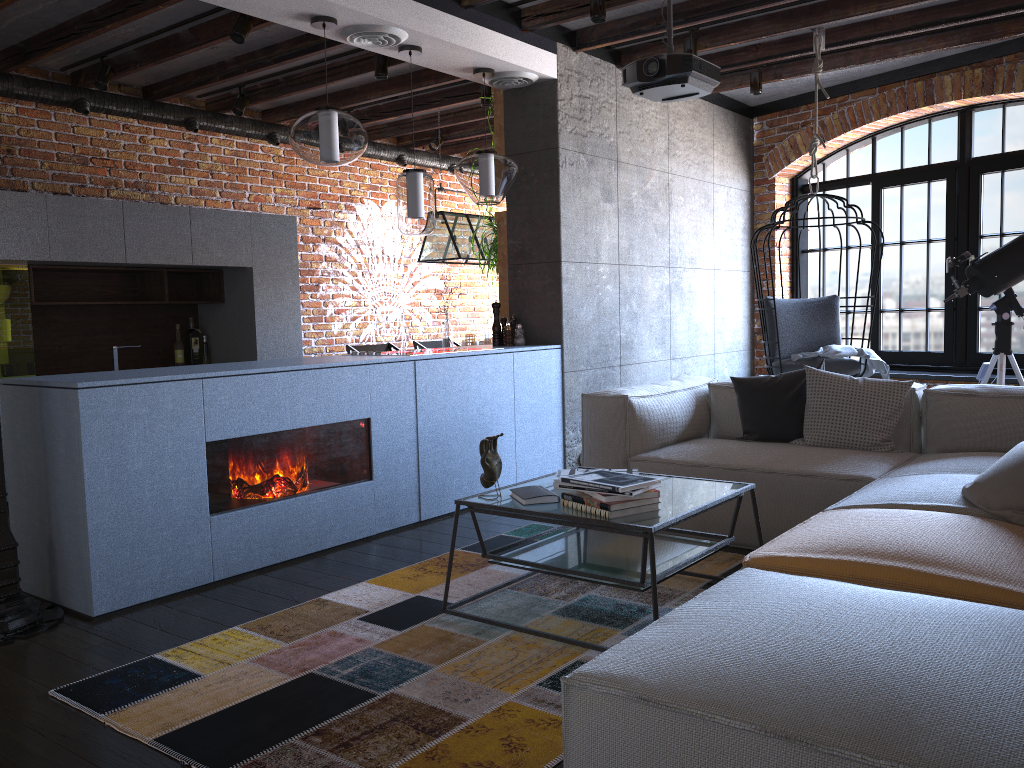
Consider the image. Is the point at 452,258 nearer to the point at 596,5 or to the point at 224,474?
the point at 596,5

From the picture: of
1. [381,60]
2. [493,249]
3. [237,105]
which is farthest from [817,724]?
[237,105]

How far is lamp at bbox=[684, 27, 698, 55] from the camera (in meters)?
5.34

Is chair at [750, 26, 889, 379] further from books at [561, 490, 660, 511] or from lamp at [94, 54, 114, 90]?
lamp at [94, 54, 114, 90]

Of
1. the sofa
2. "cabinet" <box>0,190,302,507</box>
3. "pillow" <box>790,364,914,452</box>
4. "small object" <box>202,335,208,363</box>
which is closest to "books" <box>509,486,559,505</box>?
the sofa

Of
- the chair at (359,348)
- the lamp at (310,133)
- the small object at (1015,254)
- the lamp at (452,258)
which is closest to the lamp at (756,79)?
the small object at (1015,254)

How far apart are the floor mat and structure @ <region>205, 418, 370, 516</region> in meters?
0.6 m

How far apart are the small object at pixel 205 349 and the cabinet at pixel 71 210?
0.07m

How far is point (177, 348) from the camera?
6.5 meters

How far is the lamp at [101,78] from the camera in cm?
552
